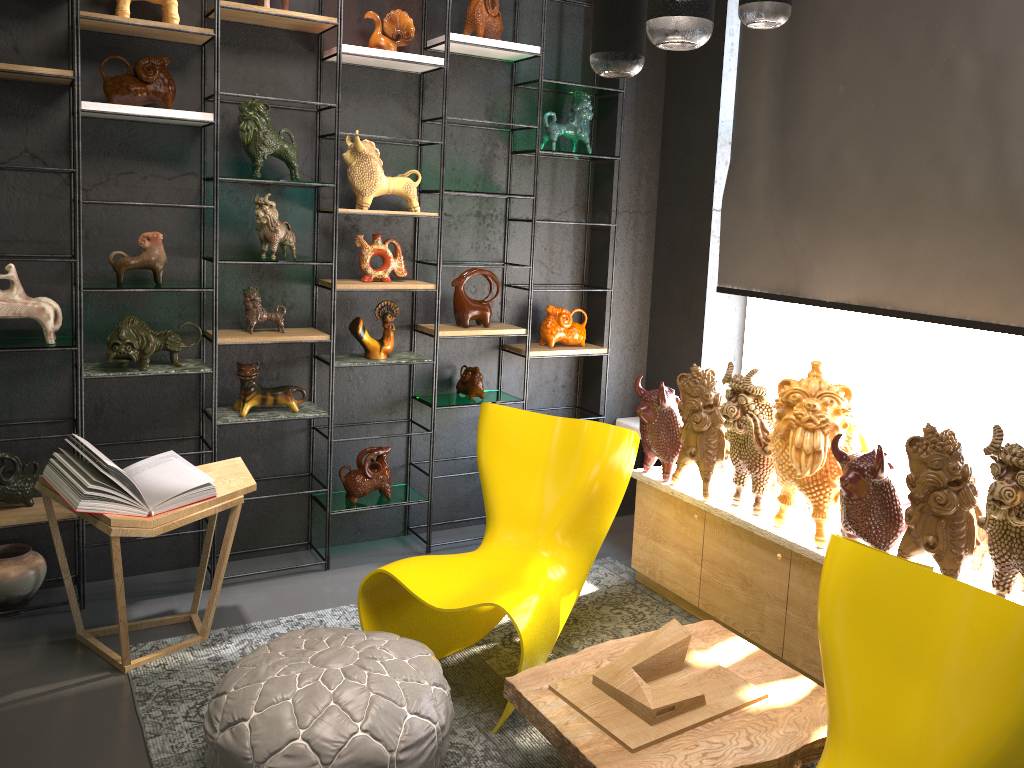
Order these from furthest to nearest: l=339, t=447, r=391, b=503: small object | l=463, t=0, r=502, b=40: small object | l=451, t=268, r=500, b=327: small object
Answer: l=451, t=268, r=500, b=327: small object
l=339, t=447, r=391, b=503: small object
l=463, t=0, r=502, b=40: small object

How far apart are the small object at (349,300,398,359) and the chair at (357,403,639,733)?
0.8 meters

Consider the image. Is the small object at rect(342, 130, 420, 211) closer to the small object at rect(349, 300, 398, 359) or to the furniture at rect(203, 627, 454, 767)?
the small object at rect(349, 300, 398, 359)

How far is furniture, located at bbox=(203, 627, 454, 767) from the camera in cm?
227

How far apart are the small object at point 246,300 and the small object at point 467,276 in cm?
85

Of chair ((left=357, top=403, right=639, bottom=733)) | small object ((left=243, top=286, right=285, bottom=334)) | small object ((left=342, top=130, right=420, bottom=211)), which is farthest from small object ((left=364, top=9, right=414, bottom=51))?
chair ((left=357, top=403, right=639, bottom=733))

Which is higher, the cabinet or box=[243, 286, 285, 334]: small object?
box=[243, 286, 285, 334]: small object

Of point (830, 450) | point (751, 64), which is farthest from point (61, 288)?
point (751, 64)

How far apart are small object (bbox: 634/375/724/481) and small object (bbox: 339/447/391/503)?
1.2 meters

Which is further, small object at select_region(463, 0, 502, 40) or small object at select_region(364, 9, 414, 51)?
small object at select_region(463, 0, 502, 40)
